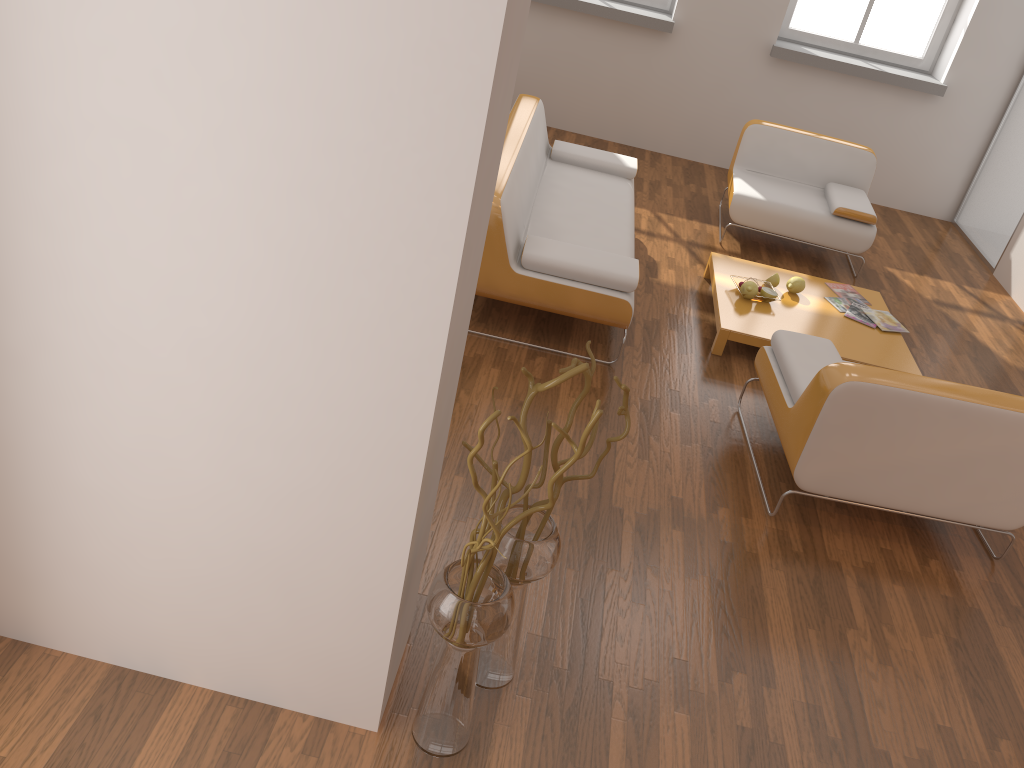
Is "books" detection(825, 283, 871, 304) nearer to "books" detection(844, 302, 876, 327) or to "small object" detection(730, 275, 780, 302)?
"books" detection(844, 302, 876, 327)

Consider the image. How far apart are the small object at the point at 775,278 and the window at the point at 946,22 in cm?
320

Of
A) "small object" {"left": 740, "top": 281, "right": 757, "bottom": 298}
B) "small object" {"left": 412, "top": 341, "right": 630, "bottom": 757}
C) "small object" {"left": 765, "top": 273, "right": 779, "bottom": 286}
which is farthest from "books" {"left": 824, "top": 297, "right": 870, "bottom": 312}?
"small object" {"left": 412, "top": 341, "right": 630, "bottom": 757}

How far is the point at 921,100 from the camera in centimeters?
682cm

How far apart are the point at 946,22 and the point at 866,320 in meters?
3.5 m

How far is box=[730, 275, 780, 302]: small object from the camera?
4.7 meters

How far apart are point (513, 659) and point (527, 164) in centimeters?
288cm

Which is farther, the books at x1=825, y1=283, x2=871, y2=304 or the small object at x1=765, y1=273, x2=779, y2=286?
the books at x1=825, y1=283, x2=871, y2=304

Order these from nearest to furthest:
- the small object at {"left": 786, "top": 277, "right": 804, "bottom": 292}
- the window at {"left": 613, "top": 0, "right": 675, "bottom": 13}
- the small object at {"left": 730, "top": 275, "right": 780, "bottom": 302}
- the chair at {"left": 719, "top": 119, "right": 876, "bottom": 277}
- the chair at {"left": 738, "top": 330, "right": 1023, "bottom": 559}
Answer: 1. the chair at {"left": 738, "top": 330, "right": 1023, "bottom": 559}
2. the small object at {"left": 730, "top": 275, "right": 780, "bottom": 302}
3. the small object at {"left": 786, "top": 277, "right": 804, "bottom": 292}
4. the chair at {"left": 719, "top": 119, "right": 876, "bottom": 277}
5. the window at {"left": 613, "top": 0, "right": 675, "bottom": 13}

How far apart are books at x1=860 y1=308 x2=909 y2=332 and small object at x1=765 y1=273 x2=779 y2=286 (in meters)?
0.51
